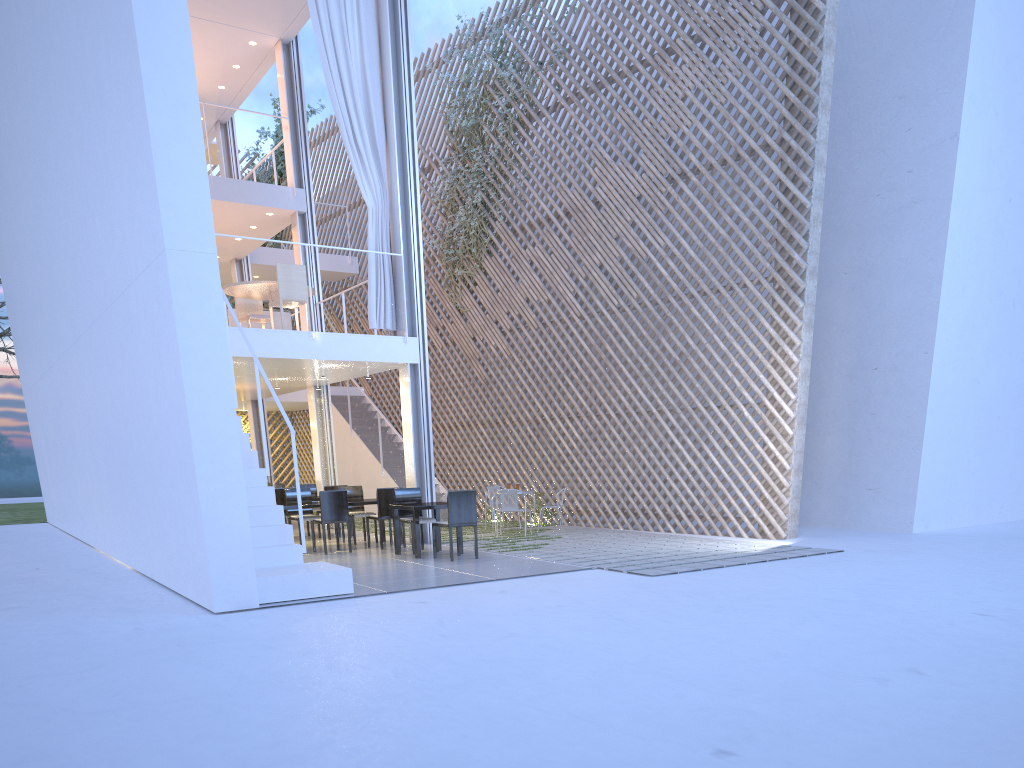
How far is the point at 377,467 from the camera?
8.85m

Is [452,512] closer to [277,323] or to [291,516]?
[291,516]

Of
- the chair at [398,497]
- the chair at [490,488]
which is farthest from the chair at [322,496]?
the chair at [490,488]

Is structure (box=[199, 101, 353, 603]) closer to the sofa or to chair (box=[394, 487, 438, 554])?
chair (box=[394, 487, 438, 554])

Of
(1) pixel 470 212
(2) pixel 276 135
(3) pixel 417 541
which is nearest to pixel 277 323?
(1) pixel 470 212

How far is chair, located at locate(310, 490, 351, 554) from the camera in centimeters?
556cm

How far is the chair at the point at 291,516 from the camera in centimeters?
609cm

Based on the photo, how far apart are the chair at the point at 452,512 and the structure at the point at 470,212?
3.8m

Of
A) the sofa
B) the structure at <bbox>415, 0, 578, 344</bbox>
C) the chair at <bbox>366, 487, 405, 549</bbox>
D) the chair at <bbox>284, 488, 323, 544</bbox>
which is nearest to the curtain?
the chair at <bbox>366, 487, 405, 549</bbox>

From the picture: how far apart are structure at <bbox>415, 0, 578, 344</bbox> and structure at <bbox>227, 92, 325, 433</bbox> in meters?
3.5
